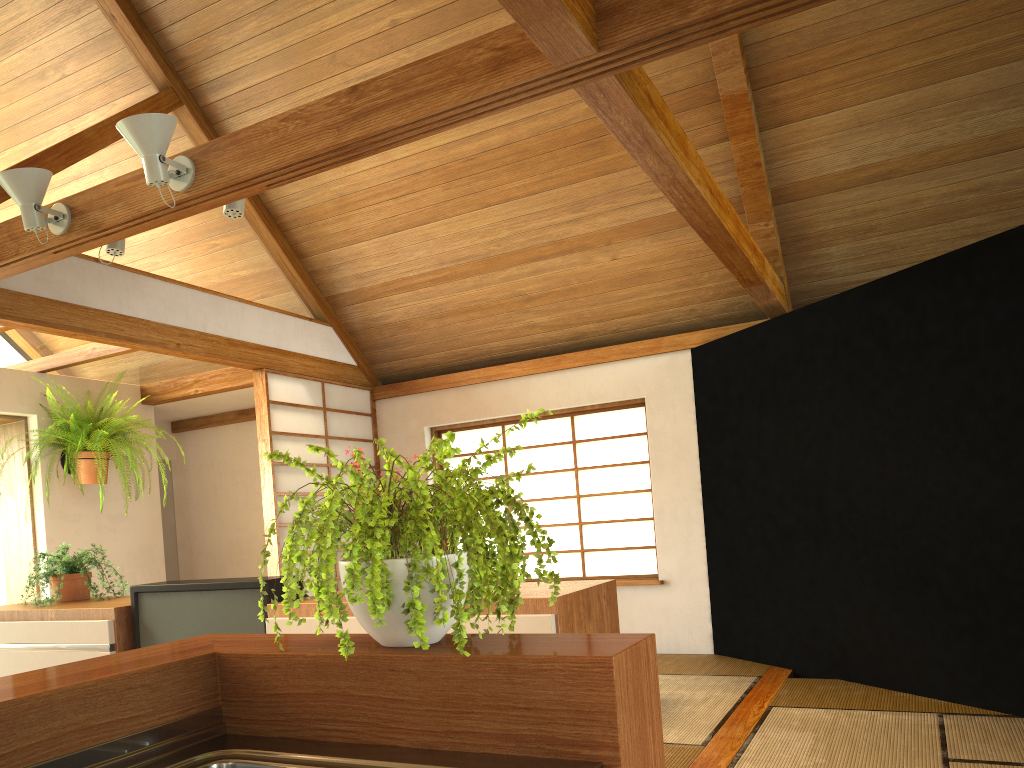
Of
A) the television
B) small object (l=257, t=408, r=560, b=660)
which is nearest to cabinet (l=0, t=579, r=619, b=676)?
the television

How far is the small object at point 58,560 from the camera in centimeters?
351cm

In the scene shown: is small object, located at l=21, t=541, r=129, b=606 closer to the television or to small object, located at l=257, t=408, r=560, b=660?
the television

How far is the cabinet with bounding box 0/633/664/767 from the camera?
1.1m

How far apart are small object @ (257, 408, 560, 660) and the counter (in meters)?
0.14

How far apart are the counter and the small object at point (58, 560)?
2.5m

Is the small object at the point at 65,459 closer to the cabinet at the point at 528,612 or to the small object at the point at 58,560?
the small object at the point at 58,560

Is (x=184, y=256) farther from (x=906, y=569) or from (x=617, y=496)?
(x=906, y=569)

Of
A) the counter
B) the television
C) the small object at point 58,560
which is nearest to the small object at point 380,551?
the counter

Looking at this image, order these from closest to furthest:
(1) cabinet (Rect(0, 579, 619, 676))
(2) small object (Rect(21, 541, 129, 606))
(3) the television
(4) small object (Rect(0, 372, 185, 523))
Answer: (1) cabinet (Rect(0, 579, 619, 676)) → (3) the television → (2) small object (Rect(21, 541, 129, 606)) → (4) small object (Rect(0, 372, 185, 523))
